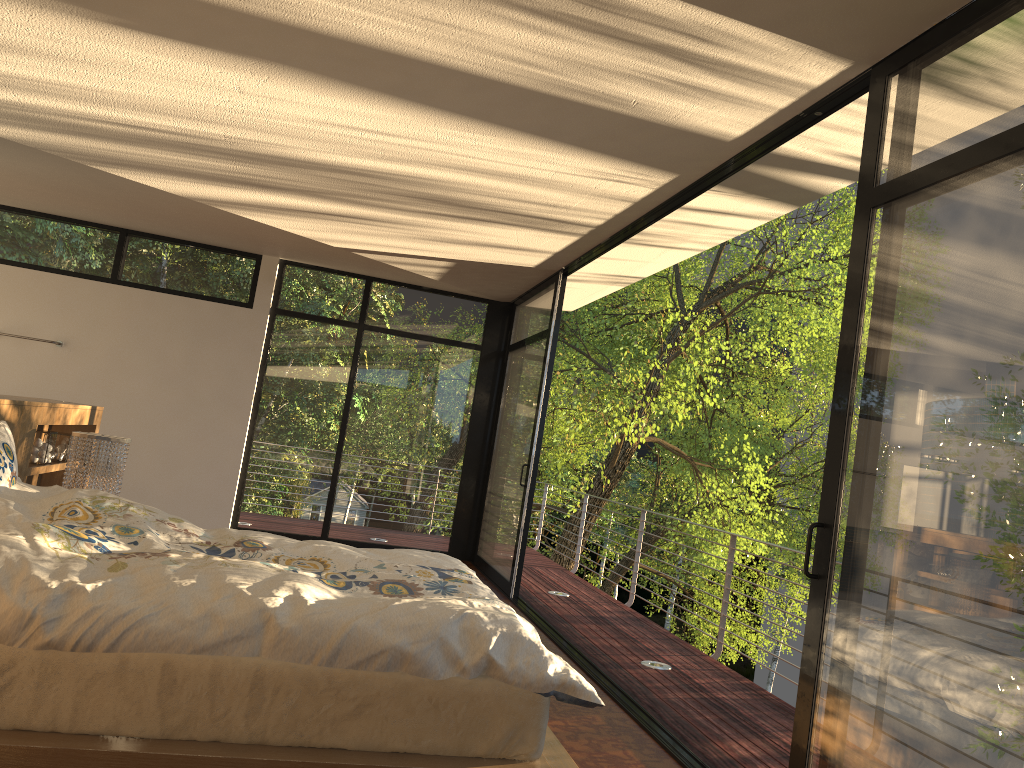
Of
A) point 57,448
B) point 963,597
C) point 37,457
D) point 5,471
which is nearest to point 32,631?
point 5,471

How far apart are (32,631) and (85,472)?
2.4m

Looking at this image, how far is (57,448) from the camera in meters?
5.0 m

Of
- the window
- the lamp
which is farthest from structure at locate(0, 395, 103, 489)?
the window

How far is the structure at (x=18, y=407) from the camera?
4.0 meters

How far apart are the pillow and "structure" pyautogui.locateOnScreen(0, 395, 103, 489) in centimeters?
41cm

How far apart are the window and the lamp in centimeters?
298cm

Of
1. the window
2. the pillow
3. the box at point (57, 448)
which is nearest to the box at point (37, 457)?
the box at point (57, 448)

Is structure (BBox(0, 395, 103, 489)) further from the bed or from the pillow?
the bed

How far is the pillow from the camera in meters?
3.2 m
